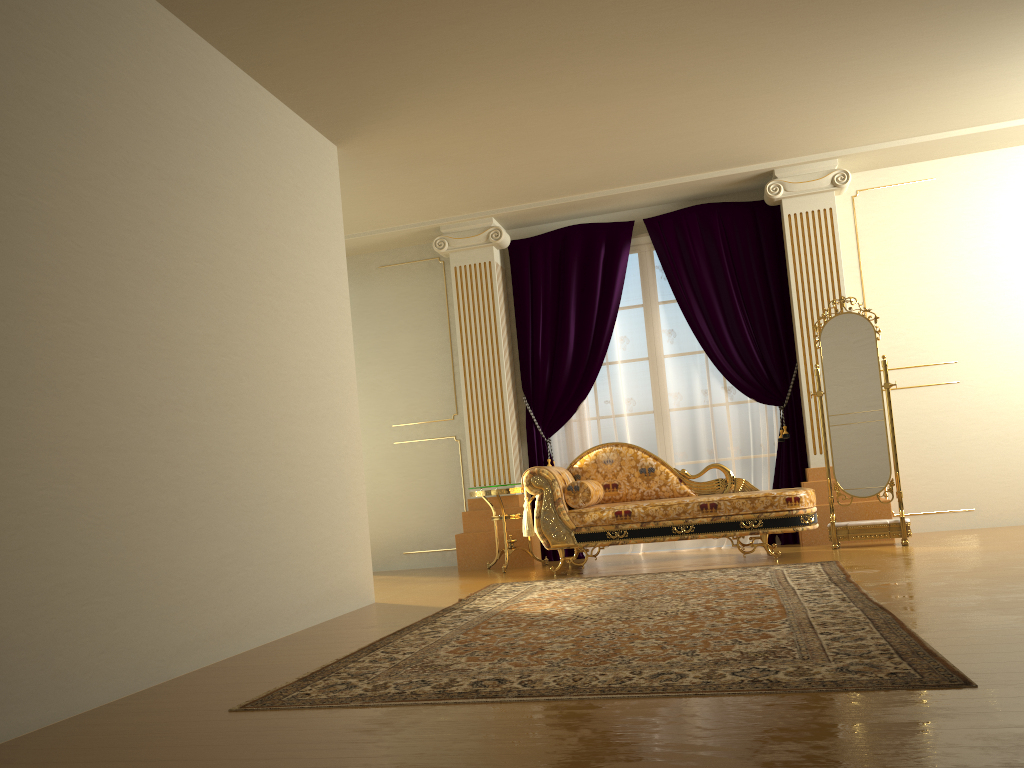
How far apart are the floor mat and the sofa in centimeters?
39cm

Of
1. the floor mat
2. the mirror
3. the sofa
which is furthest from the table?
the mirror

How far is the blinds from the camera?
6.7m

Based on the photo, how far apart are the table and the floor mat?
1.0m

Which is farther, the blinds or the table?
the blinds

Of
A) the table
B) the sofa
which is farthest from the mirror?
the table

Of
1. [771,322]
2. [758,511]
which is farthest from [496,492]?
[771,322]

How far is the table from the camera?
6.33m

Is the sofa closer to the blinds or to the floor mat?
the floor mat

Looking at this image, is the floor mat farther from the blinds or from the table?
the blinds
